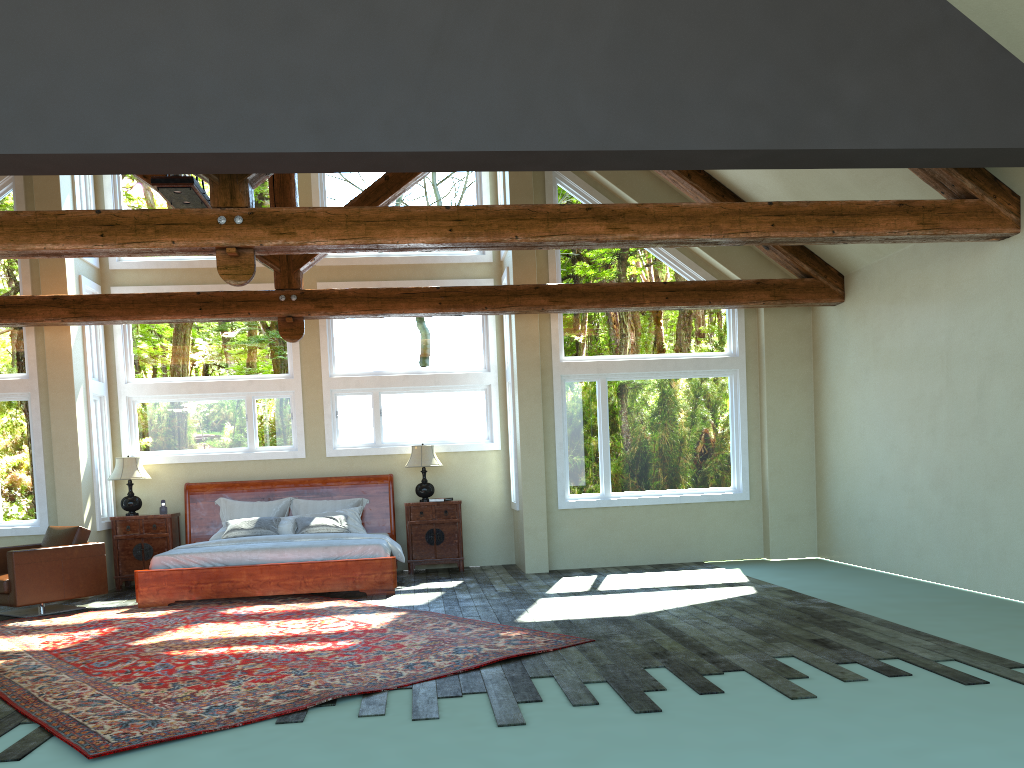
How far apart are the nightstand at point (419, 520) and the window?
0.74m

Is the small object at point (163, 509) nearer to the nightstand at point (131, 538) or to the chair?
the nightstand at point (131, 538)

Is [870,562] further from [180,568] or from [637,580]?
[180,568]

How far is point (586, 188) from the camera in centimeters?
1090cm

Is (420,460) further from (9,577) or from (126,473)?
(9,577)

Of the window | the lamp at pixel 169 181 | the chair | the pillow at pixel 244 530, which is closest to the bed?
the pillow at pixel 244 530

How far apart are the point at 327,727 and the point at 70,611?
5.9m

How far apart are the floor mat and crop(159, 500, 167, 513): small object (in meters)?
2.10

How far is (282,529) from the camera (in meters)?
10.72

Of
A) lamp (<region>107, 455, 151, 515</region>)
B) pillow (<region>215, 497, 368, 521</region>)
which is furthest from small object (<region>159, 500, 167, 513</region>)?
pillow (<region>215, 497, 368, 521</region>)
